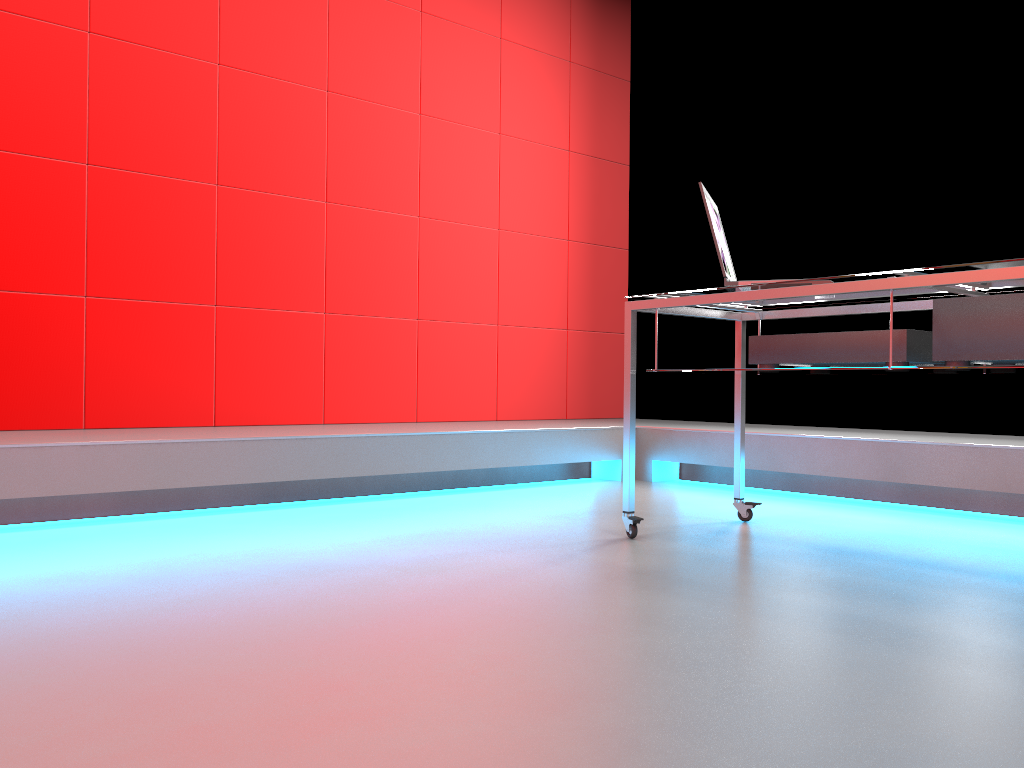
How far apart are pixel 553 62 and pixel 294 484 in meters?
2.9

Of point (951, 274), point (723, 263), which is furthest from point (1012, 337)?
point (723, 263)

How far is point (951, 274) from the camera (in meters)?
1.84

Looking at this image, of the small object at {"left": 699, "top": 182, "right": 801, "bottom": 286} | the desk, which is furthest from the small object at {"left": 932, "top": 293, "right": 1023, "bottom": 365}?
the small object at {"left": 699, "top": 182, "right": 801, "bottom": 286}

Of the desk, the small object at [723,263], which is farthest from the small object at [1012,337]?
the small object at [723,263]

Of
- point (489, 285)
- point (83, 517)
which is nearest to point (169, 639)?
point (83, 517)

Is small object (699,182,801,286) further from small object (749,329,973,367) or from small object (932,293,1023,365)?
small object (932,293,1023,365)

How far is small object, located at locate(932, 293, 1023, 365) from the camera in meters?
1.9 m

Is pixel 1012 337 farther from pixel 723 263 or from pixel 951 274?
pixel 723 263

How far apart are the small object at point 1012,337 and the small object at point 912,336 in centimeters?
7cm
